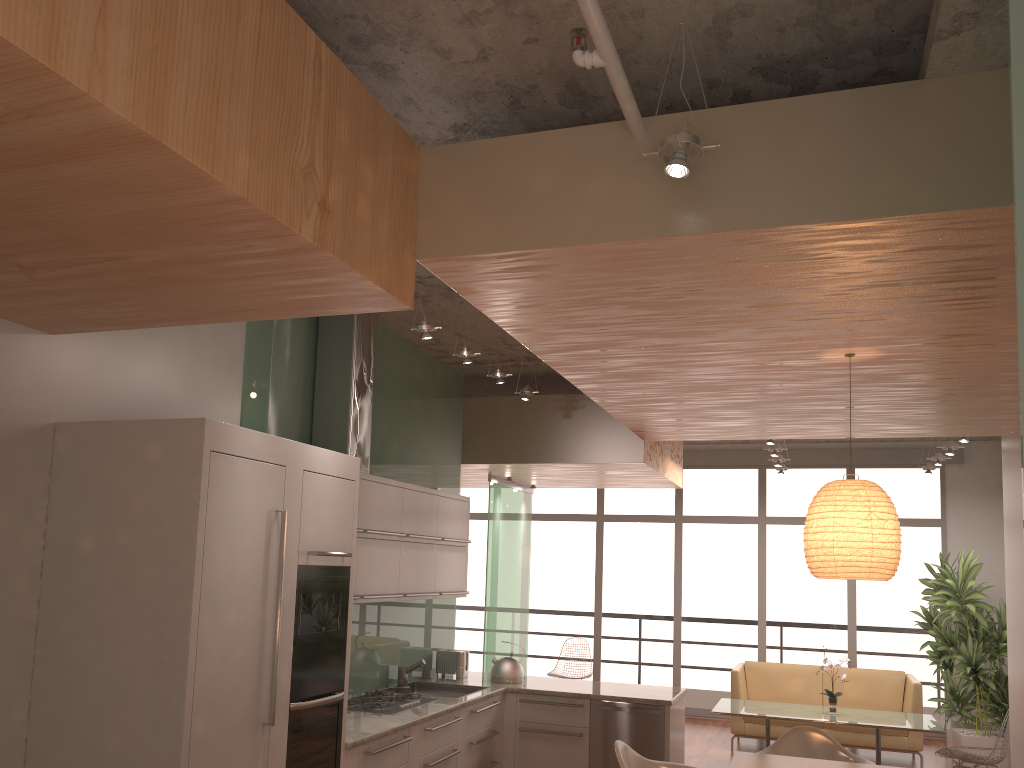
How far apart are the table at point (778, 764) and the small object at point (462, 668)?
2.6m

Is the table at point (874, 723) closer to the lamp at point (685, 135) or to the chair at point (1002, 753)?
the chair at point (1002, 753)

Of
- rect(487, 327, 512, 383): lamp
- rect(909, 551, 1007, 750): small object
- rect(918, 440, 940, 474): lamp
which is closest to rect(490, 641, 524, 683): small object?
rect(487, 327, 512, 383): lamp

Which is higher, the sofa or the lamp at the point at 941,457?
the lamp at the point at 941,457

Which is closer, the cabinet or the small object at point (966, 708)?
the cabinet

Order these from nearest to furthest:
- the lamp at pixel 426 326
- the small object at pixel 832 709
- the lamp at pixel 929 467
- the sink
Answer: the lamp at pixel 426 326 < the sink < the small object at pixel 832 709 < the lamp at pixel 929 467

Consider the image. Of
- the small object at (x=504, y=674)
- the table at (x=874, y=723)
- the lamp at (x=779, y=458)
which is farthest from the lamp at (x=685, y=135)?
the lamp at (x=779, y=458)

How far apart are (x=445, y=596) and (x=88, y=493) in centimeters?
312cm

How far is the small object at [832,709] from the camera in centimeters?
768cm

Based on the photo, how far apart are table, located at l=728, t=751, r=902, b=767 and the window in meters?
6.3
